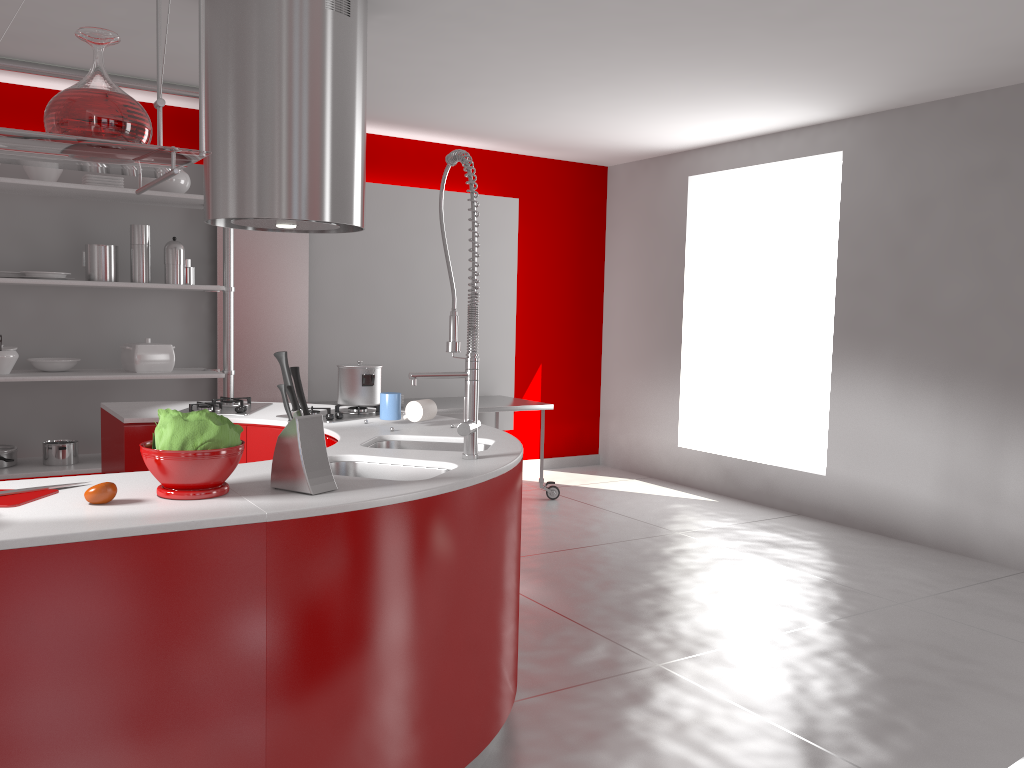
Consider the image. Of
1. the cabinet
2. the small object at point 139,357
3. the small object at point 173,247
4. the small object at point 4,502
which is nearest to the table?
the small object at point 139,357

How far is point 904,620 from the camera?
3.9m

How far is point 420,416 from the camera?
3.28m

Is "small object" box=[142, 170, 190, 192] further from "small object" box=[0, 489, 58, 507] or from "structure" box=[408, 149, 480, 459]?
"small object" box=[0, 489, 58, 507]

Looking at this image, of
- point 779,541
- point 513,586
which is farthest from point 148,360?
point 779,541

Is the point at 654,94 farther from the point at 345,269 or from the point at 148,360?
the point at 148,360

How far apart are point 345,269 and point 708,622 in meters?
3.6

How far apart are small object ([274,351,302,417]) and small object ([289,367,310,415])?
0.03m

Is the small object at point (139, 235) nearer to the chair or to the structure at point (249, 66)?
the structure at point (249, 66)

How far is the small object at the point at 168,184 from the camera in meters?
5.1 m
